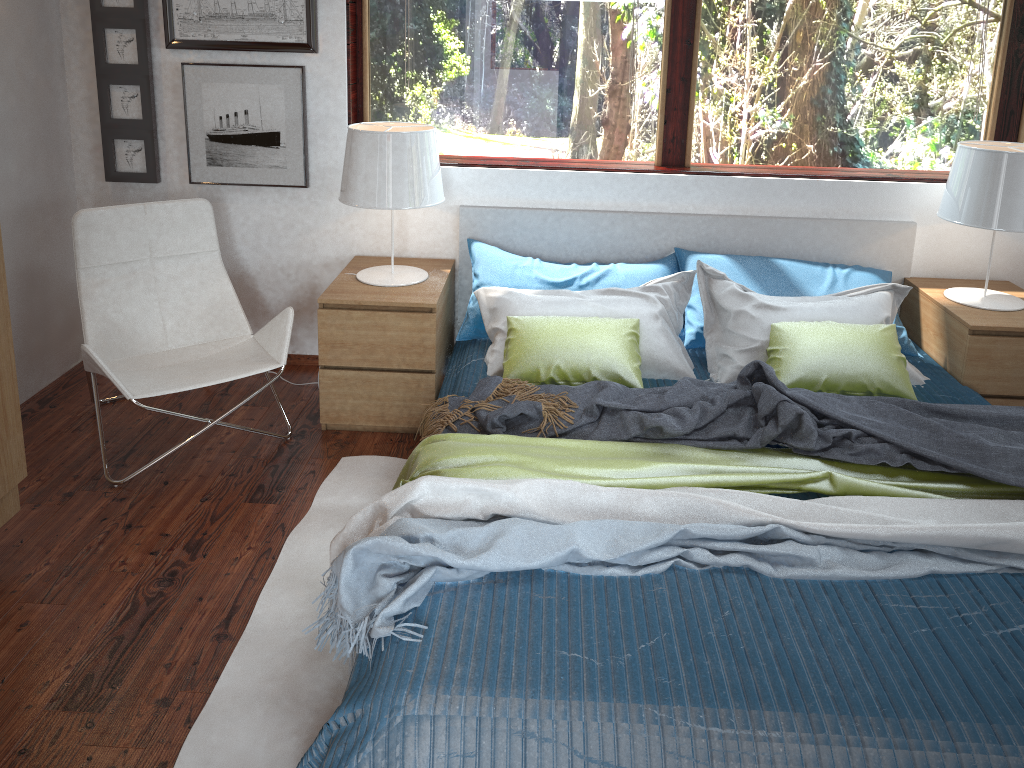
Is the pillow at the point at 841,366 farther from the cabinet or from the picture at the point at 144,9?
the picture at the point at 144,9

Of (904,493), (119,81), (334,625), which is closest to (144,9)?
(119,81)

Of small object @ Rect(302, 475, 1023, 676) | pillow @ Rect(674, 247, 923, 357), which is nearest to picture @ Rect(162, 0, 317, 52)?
pillow @ Rect(674, 247, 923, 357)

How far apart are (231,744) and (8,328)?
1.2m

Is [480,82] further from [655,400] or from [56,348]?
[56,348]

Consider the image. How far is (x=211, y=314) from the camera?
3.33m

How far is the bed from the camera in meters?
1.6

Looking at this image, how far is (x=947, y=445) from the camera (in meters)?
2.36

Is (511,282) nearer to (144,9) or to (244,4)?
(244,4)

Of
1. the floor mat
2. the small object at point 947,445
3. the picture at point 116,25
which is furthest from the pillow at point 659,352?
the picture at point 116,25
